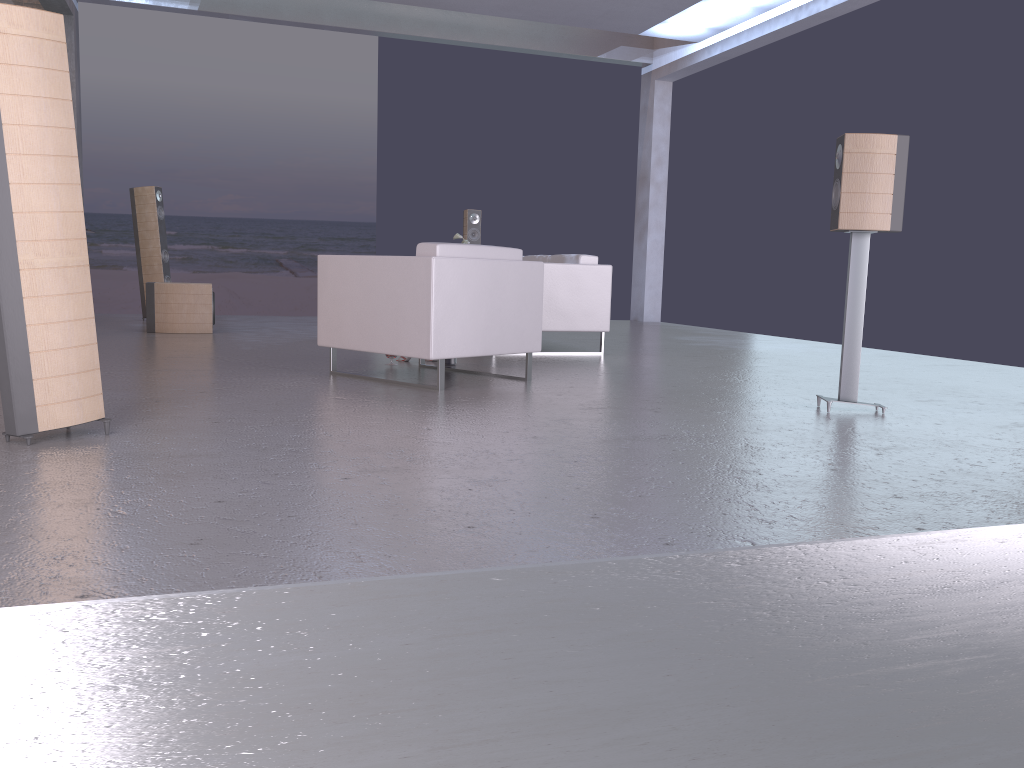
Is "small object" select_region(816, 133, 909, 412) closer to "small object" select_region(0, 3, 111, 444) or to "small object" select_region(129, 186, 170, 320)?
"small object" select_region(0, 3, 111, 444)

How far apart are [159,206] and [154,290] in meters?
2.0 m

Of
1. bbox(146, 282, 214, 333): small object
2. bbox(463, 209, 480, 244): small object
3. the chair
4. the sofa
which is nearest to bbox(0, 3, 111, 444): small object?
the chair

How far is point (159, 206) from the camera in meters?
9.7

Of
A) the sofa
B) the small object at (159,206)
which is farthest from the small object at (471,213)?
the small object at (159,206)

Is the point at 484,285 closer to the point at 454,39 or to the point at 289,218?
the point at 454,39

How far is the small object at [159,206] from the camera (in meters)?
9.73

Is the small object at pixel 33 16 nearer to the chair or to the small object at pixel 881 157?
the chair

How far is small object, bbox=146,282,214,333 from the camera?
8.16m

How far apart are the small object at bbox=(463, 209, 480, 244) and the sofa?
2.42m
